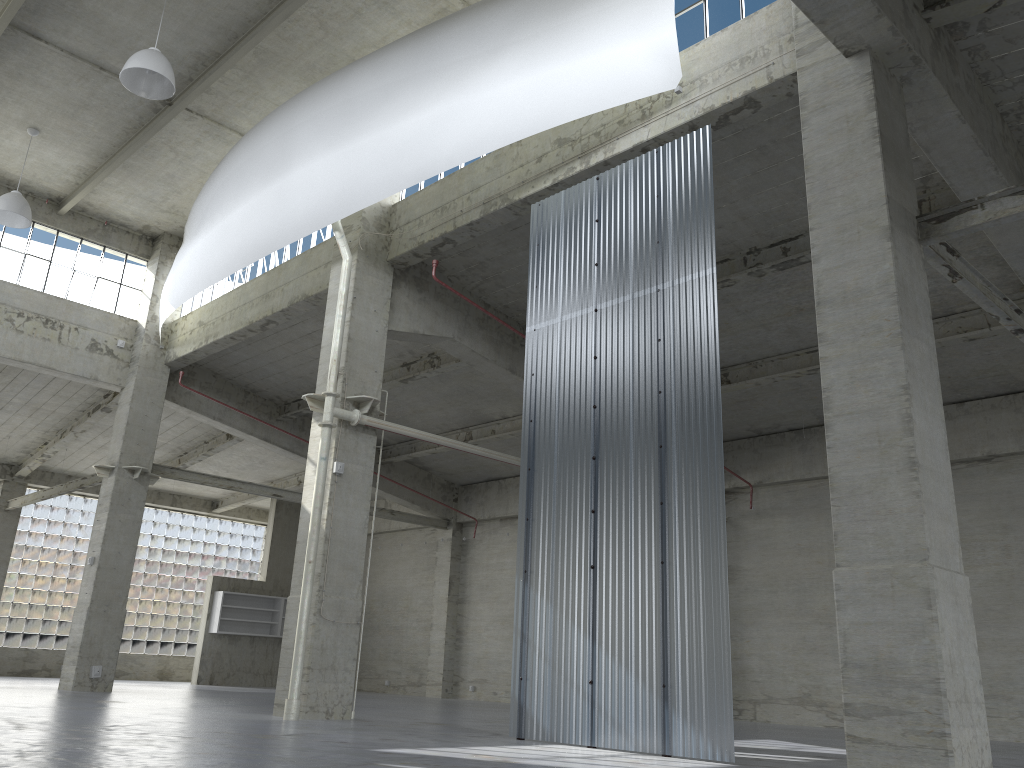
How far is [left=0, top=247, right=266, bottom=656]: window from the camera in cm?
4001

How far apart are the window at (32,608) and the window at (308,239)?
16.7m

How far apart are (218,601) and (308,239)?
21.8 meters

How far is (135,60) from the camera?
18.30m

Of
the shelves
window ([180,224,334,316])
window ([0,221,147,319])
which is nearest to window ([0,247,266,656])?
the shelves

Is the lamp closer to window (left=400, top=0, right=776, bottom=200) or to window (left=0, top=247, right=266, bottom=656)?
window (left=400, top=0, right=776, bottom=200)

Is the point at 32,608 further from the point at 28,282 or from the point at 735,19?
the point at 735,19

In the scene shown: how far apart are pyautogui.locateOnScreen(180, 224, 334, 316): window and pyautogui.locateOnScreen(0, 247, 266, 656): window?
16.7m

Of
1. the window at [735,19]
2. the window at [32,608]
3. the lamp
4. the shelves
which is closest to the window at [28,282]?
the lamp

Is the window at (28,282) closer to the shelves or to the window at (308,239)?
the window at (308,239)
